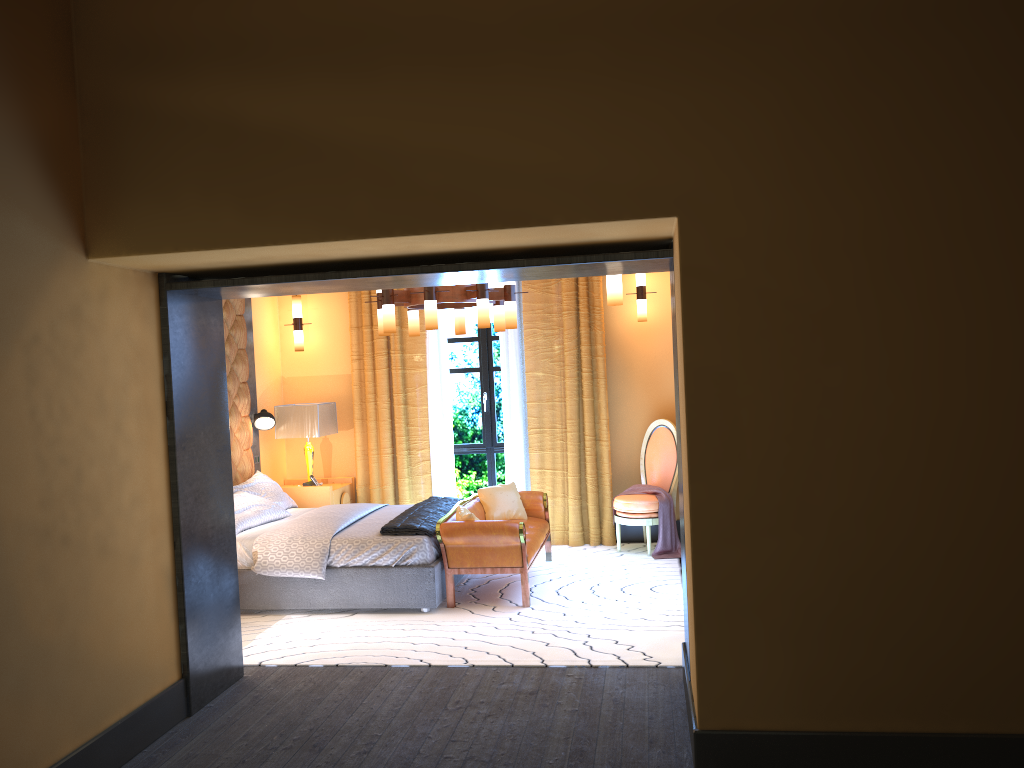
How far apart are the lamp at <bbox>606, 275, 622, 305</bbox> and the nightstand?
3.9m

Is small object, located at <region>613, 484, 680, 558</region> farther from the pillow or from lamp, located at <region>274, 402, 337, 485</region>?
lamp, located at <region>274, 402, 337, 485</region>

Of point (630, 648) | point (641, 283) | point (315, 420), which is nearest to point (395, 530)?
point (630, 648)

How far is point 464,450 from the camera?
8.72m

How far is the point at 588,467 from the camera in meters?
8.1

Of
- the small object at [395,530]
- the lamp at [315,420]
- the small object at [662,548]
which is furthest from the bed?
the small object at [662,548]

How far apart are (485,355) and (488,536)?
2.9m

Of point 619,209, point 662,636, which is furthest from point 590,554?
point 619,209

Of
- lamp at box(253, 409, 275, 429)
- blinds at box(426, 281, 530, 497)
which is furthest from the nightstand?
blinds at box(426, 281, 530, 497)

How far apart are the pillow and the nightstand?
0.1 meters
